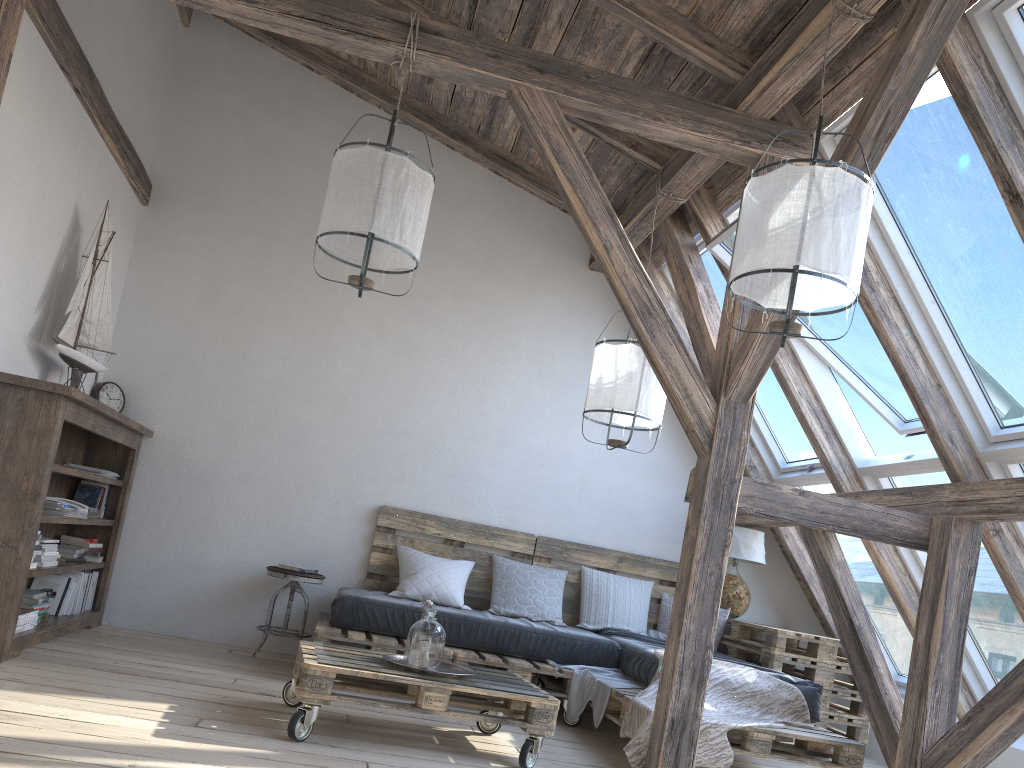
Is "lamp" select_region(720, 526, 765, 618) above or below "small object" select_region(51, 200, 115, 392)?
below

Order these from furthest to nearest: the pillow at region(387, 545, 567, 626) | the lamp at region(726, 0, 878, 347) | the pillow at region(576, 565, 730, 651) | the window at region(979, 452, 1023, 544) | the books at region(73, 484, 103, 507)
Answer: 1. the pillow at region(576, 565, 730, 651)
2. the pillow at region(387, 545, 567, 626)
3. the books at region(73, 484, 103, 507)
4. the window at region(979, 452, 1023, 544)
5. the lamp at region(726, 0, 878, 347)

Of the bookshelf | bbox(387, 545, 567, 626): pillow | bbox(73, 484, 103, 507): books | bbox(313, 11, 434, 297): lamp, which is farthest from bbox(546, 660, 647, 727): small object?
bbox(73, 484, 103, 507): books

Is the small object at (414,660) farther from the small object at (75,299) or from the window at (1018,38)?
the window at (1018,38)

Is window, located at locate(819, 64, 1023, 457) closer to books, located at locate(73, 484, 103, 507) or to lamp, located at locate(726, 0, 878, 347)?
lamp, located at locate(726, 0, 878, 347)

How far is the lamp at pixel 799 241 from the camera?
2.74m

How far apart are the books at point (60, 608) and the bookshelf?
0.0 meters

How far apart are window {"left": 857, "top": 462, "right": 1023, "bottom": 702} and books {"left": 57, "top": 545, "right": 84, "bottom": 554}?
4.1m

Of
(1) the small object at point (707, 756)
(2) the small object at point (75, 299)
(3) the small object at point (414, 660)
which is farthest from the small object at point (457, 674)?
(2) the small object at point (75, 299)

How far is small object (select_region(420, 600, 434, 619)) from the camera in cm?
360
